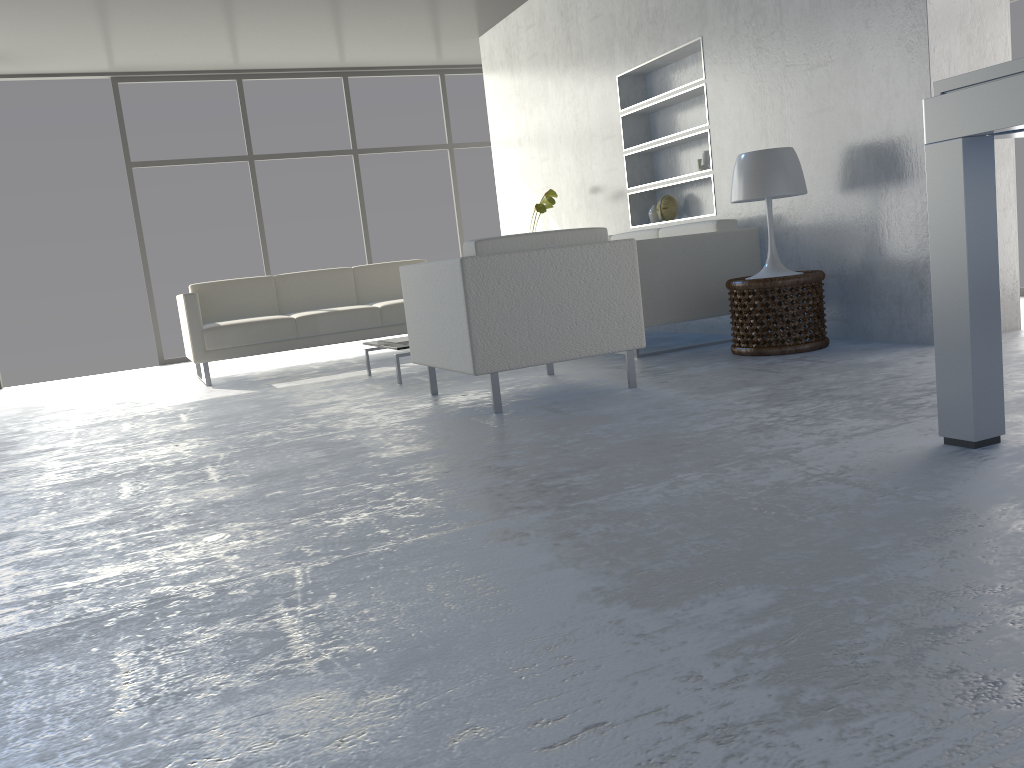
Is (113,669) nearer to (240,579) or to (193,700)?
(193,700)

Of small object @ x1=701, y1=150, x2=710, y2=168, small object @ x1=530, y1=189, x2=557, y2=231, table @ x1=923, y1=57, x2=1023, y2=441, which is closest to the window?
small object @ x1=530, y1=189, x2=557, y2=231

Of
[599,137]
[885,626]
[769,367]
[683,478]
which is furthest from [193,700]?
[599,137]

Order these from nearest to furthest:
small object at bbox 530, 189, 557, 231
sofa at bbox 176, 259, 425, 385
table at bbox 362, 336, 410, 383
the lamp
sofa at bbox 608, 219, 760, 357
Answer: the lamp → sofa at bbox 608, 219, 760, 357 → table at bbox 362, 336, 410, 383 → sofa at bbox 176, 259, 425, 385 → small object at bbox 530, 189, 557, 231

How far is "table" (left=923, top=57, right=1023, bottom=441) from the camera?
1.9m

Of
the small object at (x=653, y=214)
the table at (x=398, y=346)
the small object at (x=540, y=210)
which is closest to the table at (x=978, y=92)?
the table at (x=398, y=346)

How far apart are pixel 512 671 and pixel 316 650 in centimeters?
34cm

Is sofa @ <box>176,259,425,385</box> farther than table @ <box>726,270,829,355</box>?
Yes

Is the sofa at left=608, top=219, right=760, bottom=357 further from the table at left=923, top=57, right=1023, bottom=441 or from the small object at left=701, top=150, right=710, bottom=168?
the table at left=923, top=57, right=1023, bottom=441

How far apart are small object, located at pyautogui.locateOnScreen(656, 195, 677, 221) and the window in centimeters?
362cm
